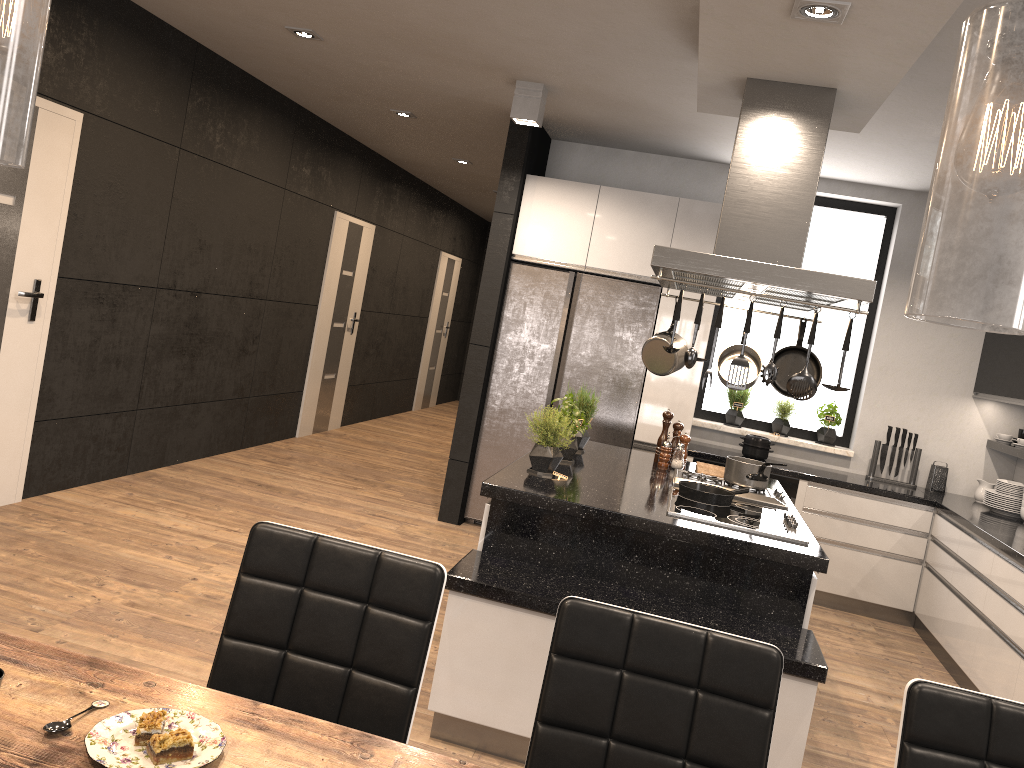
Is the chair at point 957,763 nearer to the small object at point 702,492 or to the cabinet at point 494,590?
the cabinet at point 494,590

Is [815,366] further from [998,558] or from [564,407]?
[998,558]

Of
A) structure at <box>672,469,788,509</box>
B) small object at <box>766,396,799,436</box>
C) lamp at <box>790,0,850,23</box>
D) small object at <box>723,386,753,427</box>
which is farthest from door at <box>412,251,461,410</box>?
lamp at <box>790,0,850,23</box>

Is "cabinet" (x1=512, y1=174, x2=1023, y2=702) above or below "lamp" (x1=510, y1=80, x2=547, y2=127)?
below

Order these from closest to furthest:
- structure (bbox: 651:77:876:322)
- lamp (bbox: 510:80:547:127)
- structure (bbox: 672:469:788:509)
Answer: structure (bbox: 651:77:876:322)
structure (bbox: 672:469:788:509)
lamp (bbox: 510:80:547:127)

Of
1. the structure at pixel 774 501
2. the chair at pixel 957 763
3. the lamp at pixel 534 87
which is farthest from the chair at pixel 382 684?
the lamp at pixel 534 87

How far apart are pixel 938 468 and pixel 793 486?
1.1 meters

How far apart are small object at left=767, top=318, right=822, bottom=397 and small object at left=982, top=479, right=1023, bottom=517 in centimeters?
206cm

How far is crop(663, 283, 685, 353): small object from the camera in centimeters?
315cm

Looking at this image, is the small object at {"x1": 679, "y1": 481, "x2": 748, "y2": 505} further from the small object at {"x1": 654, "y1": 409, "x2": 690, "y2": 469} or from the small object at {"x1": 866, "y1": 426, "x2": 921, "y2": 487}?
the small object at {"x1": 866, "y1": 426, "x2": 921, "y2": 487}
